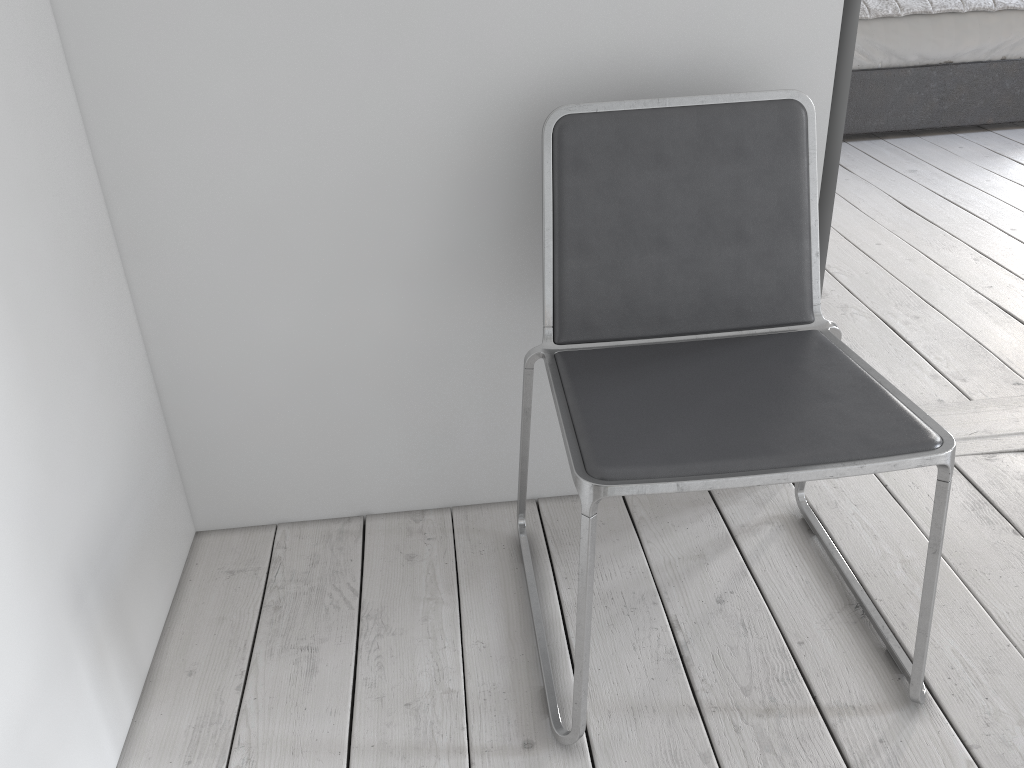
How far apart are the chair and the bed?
2.8m

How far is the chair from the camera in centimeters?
110cm

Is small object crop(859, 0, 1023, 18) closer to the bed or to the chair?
the bed

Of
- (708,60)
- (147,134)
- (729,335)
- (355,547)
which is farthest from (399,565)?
(708,60)

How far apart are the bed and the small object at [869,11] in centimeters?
3cm

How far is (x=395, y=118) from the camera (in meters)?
1.41

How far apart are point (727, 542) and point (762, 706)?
0.4 meters

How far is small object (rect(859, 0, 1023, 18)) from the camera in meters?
3.8 m

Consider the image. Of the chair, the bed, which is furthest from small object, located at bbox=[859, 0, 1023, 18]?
the chair

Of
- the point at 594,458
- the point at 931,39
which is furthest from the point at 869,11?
the point at 594,458
